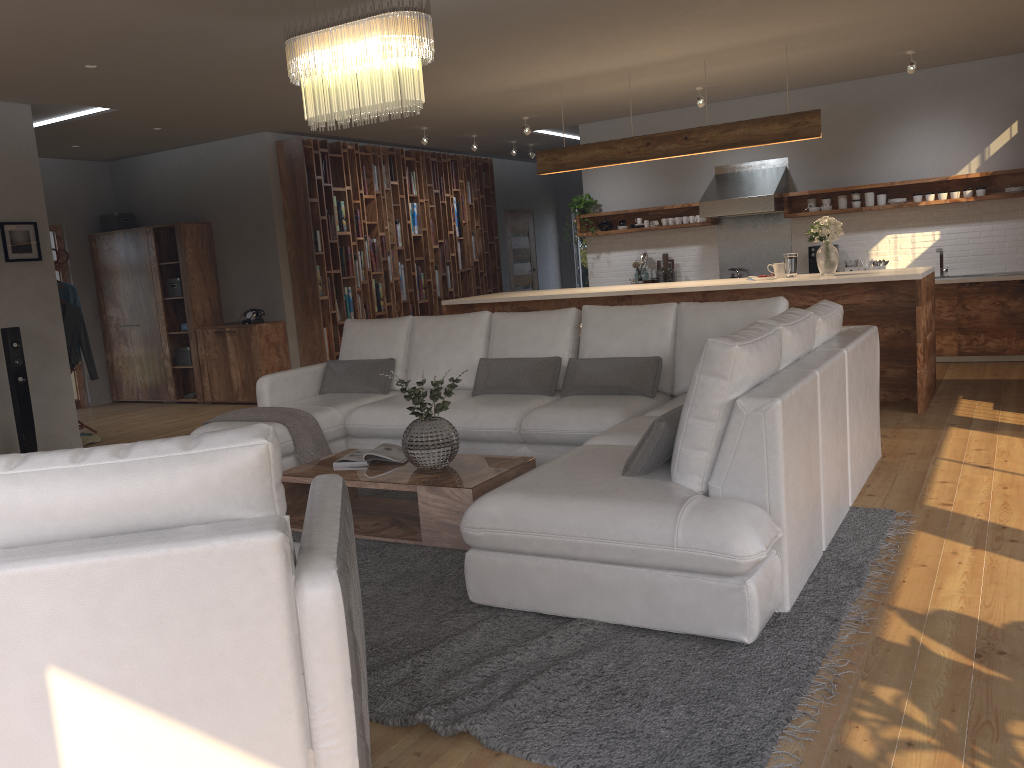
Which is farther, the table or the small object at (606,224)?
the small object at (606,224)

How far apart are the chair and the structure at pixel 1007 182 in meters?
7.6

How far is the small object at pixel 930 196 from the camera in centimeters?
859cm

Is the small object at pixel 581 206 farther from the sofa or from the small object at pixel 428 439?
the small object at pixel 428 439

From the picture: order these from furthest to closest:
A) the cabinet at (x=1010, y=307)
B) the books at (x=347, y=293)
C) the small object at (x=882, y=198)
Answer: the books at (x=347, y=293), the small object at (x=882, y=198), the cabinet at (x=1010, y=307)

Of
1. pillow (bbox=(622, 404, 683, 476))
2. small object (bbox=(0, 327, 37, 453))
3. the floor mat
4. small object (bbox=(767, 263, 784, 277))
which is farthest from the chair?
small object (bbox=(767, 263, 784, 277))

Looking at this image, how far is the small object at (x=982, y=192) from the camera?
8.4 meters

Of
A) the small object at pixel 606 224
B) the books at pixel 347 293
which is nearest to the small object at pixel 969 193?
the small object at pixel 606 224

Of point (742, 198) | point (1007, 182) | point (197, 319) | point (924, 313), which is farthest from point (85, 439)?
point (1007, 182)

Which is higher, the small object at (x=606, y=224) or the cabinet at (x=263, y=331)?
the small object at (x=606, y=224)
